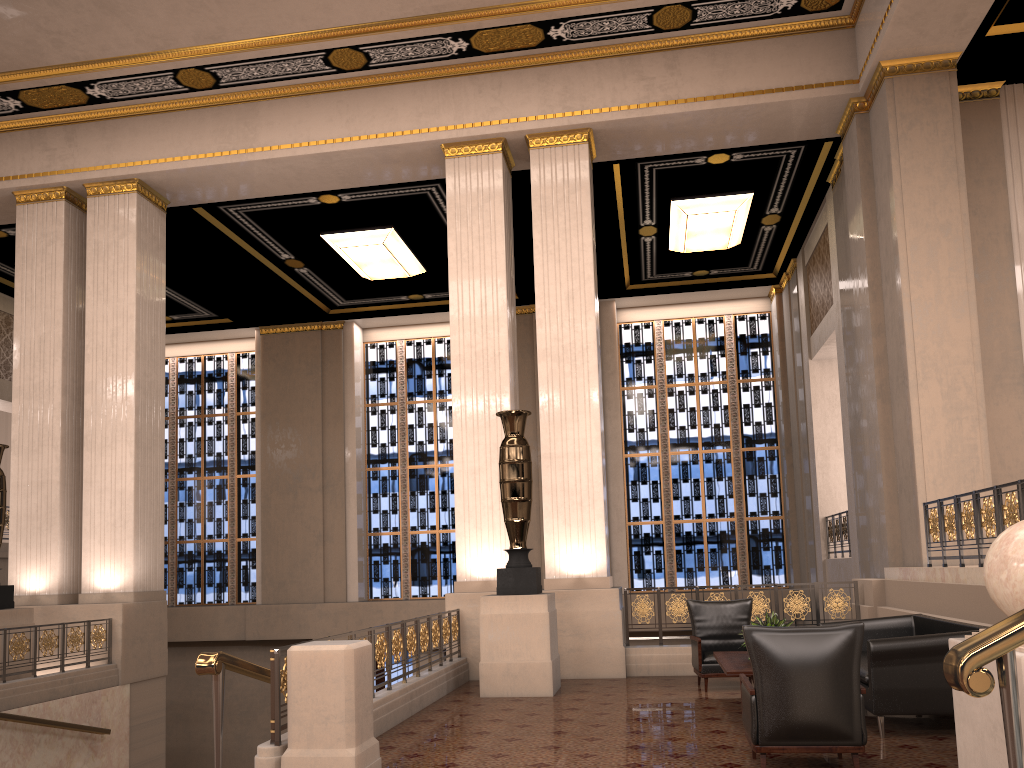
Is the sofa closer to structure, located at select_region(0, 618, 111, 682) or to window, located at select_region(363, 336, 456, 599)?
structure, located at select_region(0, 618, 111, 682)

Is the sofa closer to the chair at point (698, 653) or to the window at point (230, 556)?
the chair at point (698, 653)

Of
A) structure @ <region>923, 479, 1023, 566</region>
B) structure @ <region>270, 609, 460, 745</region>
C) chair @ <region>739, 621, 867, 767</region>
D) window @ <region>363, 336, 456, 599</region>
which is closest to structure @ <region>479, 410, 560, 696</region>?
structure @ <region>270, 609, 460, 745</region>

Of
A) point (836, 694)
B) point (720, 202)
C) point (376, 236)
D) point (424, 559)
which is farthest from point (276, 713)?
point (424, 559)

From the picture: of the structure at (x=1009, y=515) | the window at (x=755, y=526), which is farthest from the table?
the window at (x=755, y=526)

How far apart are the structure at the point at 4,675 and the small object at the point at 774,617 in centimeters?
718cm

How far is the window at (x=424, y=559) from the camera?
17.53m

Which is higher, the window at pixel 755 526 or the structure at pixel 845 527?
the window at pixel 755 526

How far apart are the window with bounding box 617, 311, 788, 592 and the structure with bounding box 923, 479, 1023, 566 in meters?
8.3 m

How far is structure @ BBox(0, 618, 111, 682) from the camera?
8.53m
